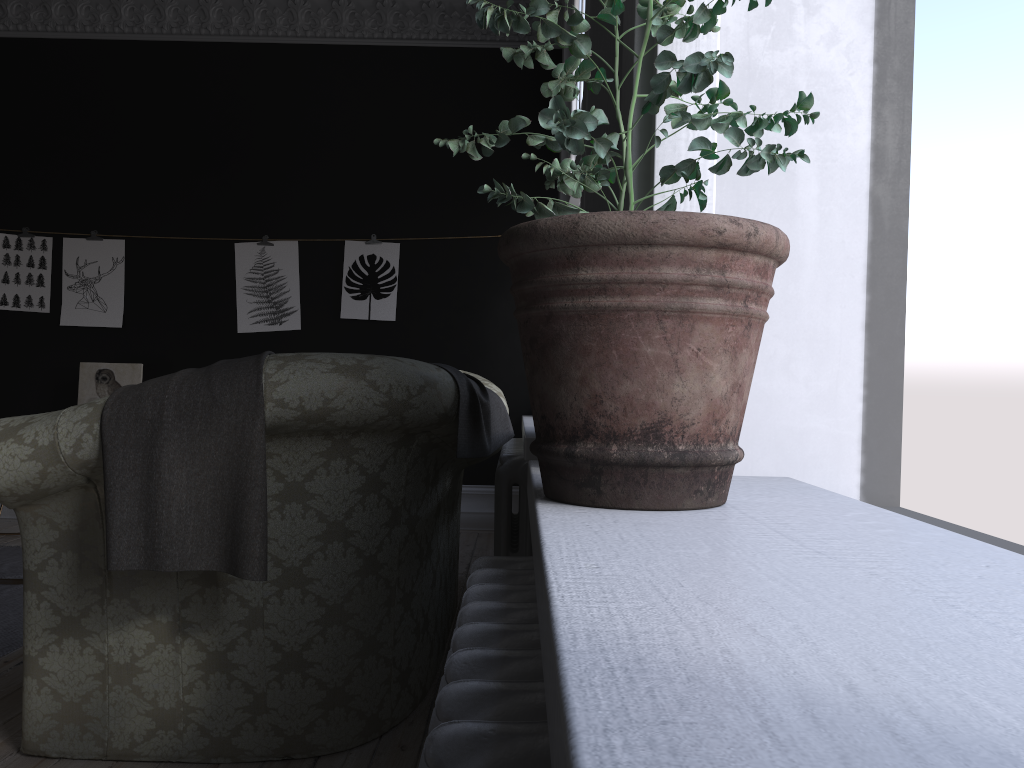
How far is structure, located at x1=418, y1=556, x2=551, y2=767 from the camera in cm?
61

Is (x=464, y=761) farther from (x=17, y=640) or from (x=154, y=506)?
(x=17, y=640)

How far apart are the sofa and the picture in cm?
236

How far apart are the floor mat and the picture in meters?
1.8

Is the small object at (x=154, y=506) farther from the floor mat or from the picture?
the picture

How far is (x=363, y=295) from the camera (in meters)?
6.49

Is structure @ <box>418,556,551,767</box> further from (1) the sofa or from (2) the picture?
(2) the picture

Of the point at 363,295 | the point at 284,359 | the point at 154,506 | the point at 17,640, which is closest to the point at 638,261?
the point at 284,359

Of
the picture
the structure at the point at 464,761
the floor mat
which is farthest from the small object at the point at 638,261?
the picture

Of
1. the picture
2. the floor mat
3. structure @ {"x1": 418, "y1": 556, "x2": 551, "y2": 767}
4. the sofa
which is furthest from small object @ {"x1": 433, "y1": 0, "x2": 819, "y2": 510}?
the picture
